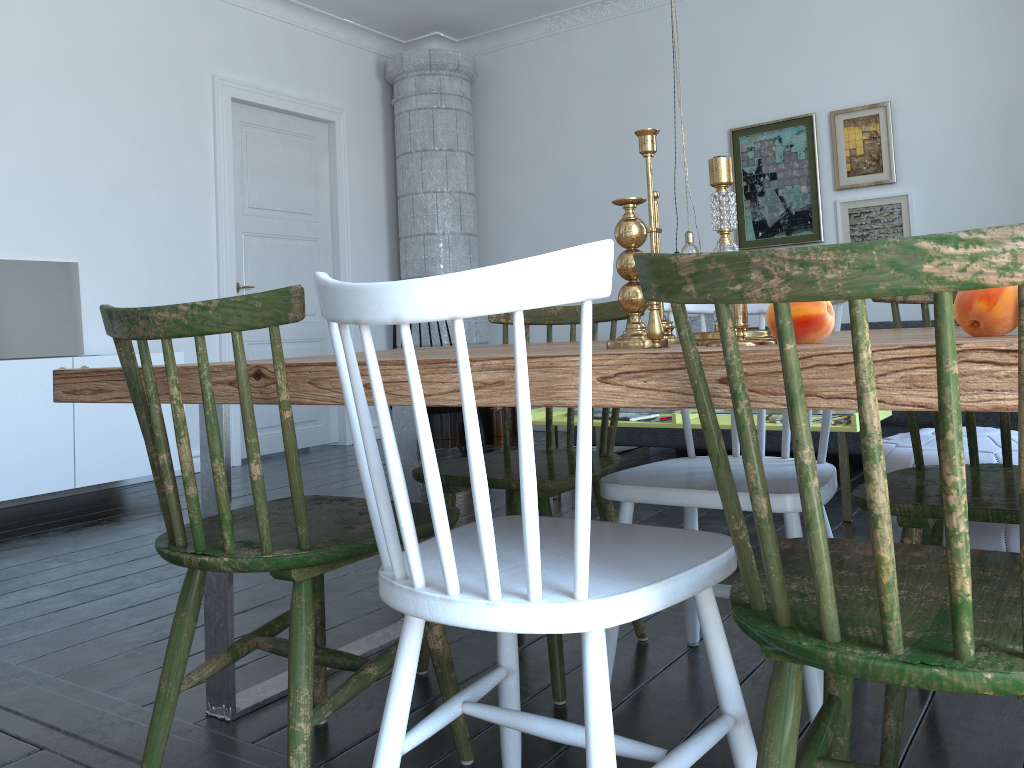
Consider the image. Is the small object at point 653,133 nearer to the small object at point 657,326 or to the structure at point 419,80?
the small object at point 657,326

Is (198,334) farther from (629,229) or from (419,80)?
(419,80)

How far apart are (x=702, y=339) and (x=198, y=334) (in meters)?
0.77

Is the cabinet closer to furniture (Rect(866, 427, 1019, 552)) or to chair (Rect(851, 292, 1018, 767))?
furniture (Rect(866, 427, 1019, 552))

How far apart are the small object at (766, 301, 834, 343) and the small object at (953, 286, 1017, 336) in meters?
0.2 m

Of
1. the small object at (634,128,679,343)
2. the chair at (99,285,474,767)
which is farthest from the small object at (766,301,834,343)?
the chair at (99,285,474,767)

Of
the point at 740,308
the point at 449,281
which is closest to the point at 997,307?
the point at 740,308

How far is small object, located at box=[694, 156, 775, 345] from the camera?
1.4 meters

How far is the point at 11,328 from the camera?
4.4m

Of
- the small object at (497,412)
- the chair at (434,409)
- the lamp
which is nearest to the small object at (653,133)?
the lamp
